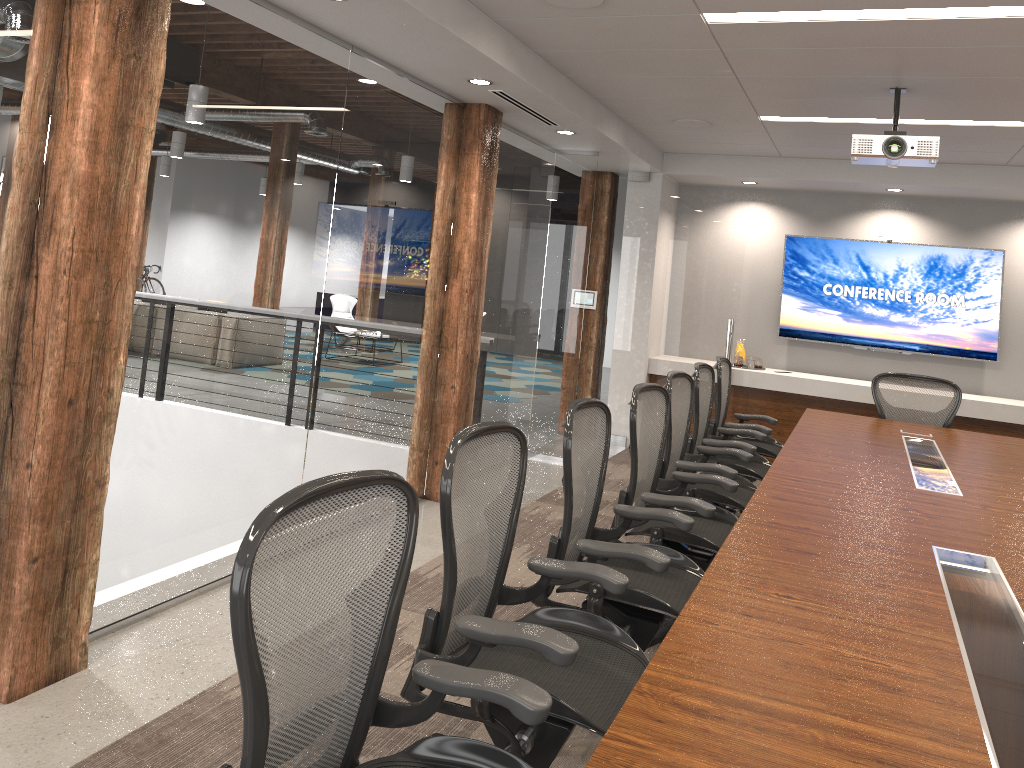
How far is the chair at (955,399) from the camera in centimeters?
626cm

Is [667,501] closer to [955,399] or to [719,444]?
[719,444]

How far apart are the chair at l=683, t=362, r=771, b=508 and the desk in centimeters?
25cm

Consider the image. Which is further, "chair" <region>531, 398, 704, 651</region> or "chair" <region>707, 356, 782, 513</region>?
"chair" <region>707, 356, 782, 513</region>

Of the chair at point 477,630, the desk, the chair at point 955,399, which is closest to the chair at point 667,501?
the desk

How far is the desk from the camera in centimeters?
164cm

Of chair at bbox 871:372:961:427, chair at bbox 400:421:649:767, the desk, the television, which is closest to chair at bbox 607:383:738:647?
the desk

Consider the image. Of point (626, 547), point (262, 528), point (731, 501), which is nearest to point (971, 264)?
point (731, 501)

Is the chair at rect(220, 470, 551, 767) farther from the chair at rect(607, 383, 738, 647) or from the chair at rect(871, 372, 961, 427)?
the chair at rect(871, 372, 961, 427)

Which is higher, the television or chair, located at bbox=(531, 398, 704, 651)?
the television
